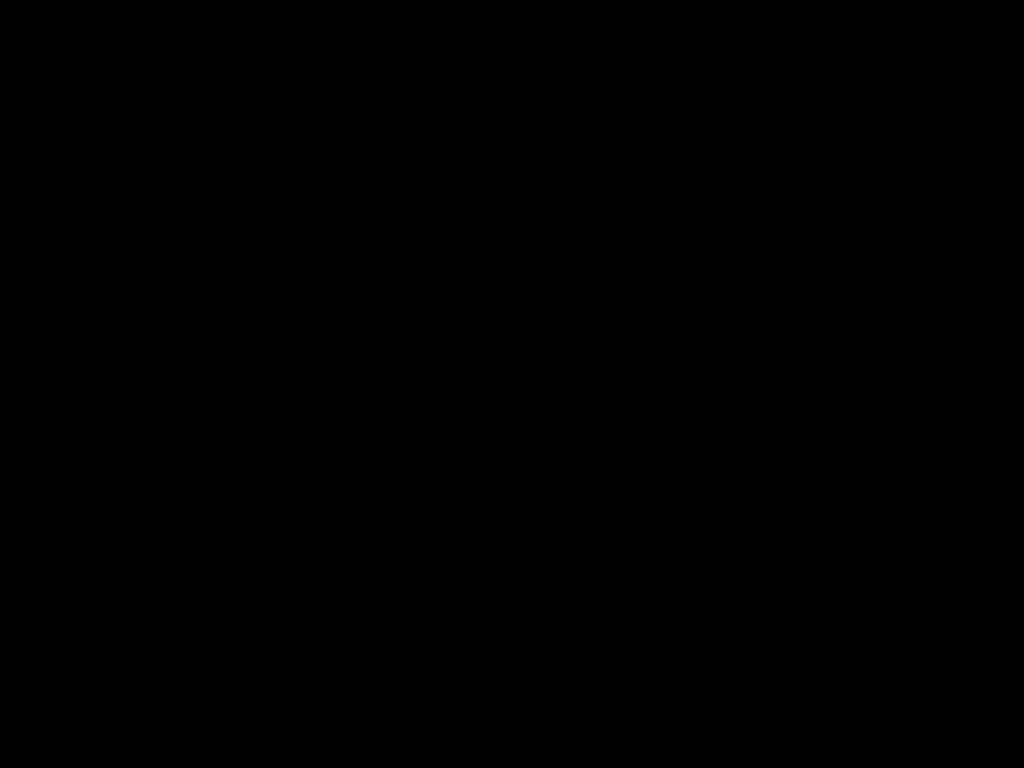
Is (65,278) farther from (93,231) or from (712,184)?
(712,184)
